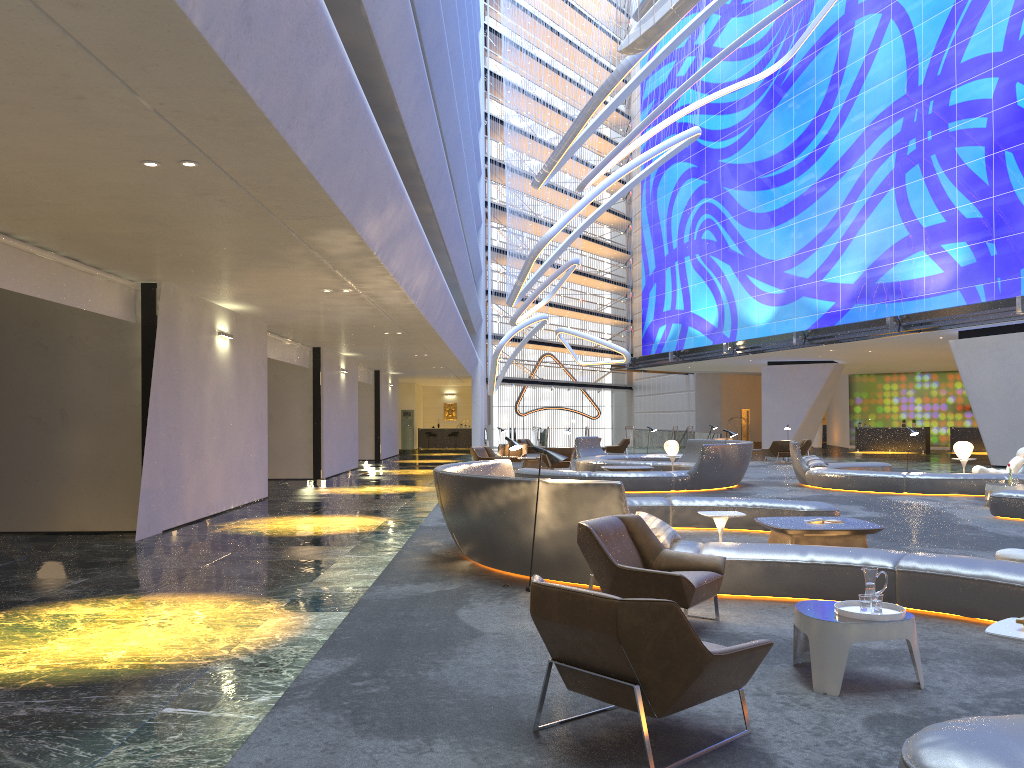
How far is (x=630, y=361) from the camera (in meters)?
46.82

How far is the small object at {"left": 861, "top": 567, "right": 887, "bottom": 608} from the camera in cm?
505

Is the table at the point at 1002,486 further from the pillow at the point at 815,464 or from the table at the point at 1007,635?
the table at the point at 1007,635

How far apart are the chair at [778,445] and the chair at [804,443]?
1.6m

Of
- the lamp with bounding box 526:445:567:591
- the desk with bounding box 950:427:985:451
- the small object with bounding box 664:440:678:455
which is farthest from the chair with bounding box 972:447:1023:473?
the desk with bounding box 950:427:985:451

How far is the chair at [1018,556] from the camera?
7.7m

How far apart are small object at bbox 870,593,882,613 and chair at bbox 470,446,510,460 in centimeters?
1968cm

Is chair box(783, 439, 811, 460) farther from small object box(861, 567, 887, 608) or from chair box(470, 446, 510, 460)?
small object box(861, 567, 887, 608)

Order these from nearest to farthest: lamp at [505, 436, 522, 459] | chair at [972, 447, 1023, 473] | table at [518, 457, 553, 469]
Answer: lamp at [505, 436, 522, 459] → chair at [972, 447, 1023, 473] → table at [518, 457, 553, 469]

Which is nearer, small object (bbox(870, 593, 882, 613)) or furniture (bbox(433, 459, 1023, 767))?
furniture (bbox(433, 459, 1023, 767))
